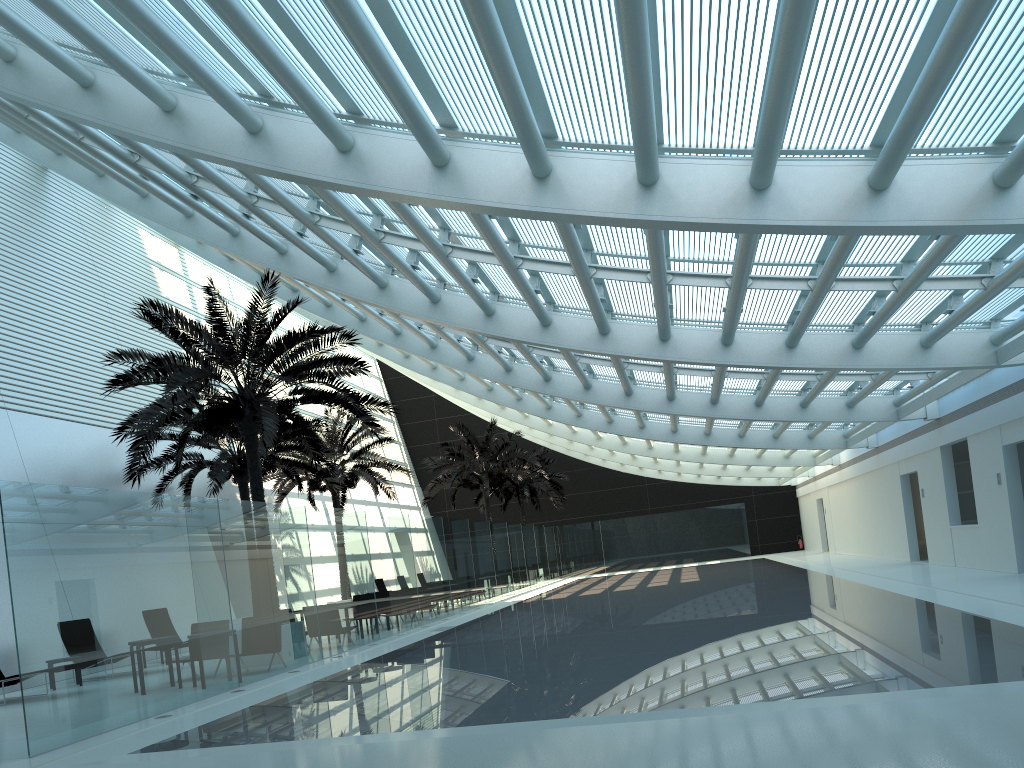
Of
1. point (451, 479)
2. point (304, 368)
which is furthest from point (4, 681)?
point (451, 479)

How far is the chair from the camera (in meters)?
13.11

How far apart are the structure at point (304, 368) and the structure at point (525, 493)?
23.1m

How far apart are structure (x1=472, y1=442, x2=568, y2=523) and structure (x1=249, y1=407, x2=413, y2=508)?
12.0m

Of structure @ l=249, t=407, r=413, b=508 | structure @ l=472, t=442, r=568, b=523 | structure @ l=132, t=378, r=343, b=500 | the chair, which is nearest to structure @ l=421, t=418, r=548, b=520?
structure @ l=249, t=407, r=413, b=508

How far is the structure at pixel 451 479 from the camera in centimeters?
3261cm

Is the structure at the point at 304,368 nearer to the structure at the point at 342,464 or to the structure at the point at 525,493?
the structure at the point at 342,464

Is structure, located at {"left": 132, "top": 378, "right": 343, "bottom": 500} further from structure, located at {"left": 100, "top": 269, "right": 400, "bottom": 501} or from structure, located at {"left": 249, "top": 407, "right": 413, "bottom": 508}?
structure, located at {"left": 100, "top": 269, "right": 400, "bottom": 501}

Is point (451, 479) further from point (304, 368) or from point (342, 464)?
point (304, 368)

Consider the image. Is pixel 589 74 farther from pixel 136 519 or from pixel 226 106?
pixel 136 519
